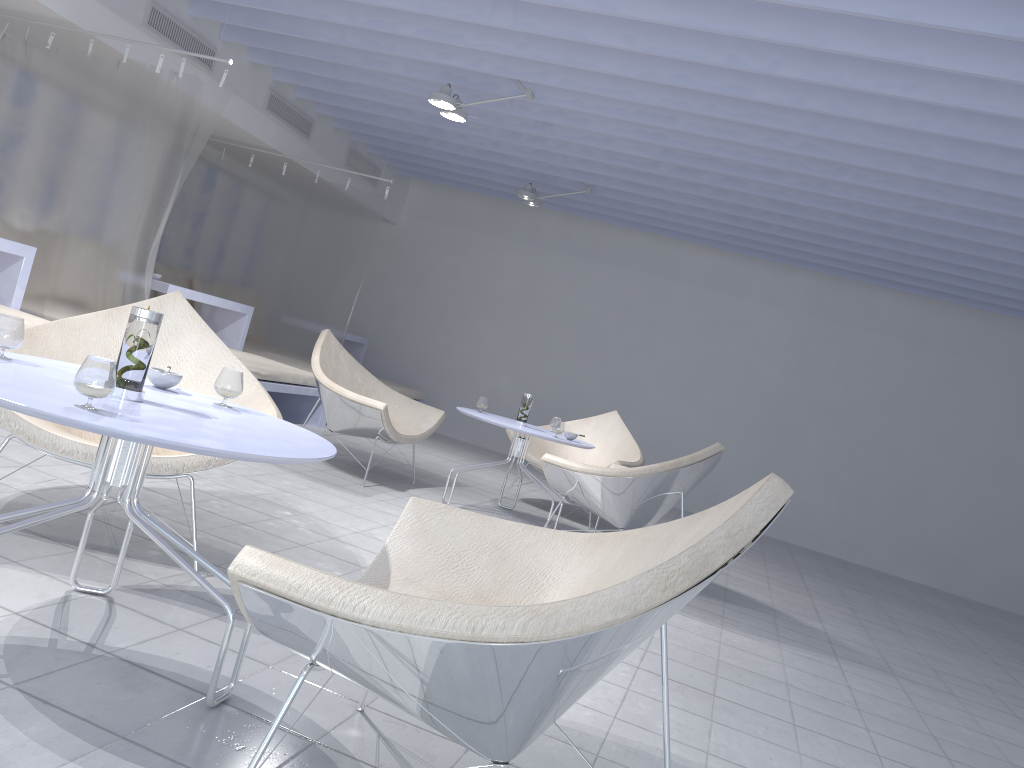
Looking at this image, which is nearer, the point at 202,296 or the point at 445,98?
the point at 445,98

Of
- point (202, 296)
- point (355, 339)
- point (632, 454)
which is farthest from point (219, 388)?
point (355, 339)

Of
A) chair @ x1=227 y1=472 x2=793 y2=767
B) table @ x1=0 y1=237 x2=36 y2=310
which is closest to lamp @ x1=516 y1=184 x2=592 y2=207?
table @ x1=0 y1=237 x2=36 y2=310

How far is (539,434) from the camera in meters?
4.7 m

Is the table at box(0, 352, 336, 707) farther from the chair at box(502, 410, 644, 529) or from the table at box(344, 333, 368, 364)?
the table at box(344, 333, 368, 364)

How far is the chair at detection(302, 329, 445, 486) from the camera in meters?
4.7

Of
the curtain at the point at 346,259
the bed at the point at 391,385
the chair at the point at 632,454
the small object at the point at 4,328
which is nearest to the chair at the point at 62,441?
the small object at the point at 4,328

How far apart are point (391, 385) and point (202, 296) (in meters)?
2.23

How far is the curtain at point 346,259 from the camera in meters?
6.8 m

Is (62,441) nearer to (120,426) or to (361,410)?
(120,426)
